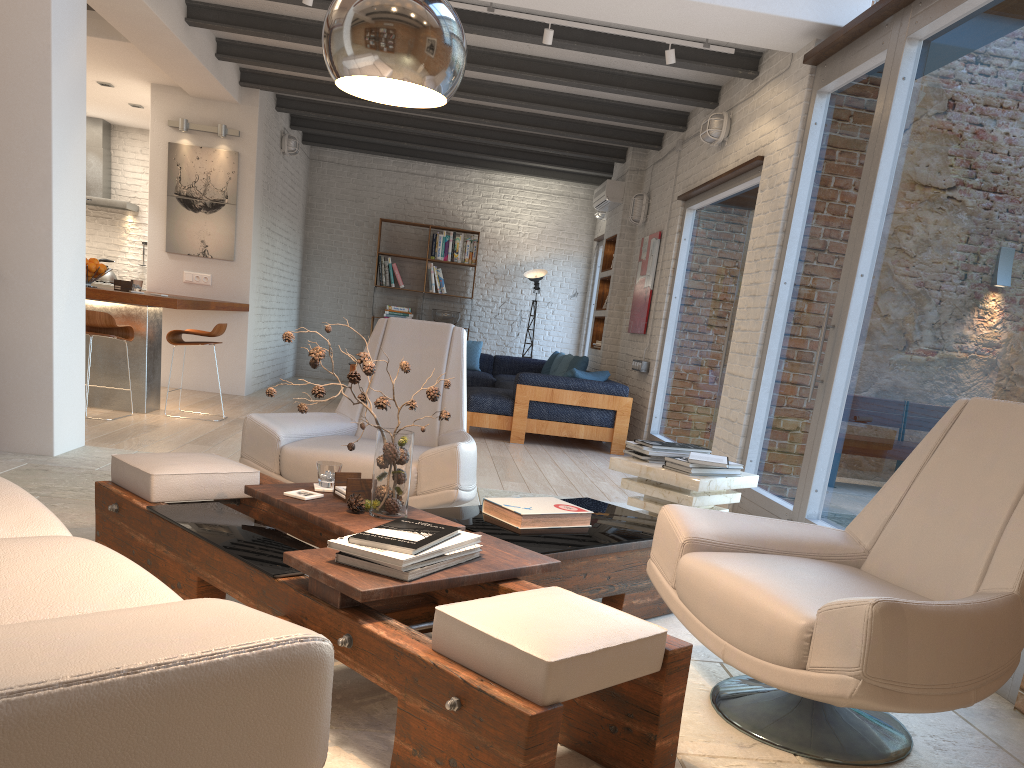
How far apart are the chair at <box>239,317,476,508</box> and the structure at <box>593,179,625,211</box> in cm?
591

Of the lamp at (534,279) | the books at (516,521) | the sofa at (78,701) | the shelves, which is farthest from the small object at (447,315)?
the sofa at (78,701)

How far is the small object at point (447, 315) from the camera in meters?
12.1

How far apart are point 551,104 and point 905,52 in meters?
4.2 m

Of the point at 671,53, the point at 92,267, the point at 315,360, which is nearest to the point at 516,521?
the point at 315,360

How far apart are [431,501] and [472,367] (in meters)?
7.86

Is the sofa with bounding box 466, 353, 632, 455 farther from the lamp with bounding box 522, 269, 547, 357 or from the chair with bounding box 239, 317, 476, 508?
the chair with bounding box 239, 317, 476, 508

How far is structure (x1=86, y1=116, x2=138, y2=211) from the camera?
10.95m

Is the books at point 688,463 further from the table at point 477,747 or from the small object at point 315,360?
the small object at point 315,360

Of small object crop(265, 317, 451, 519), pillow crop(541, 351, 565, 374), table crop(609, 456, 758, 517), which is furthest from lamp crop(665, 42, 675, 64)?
pillow crop(541, 351, 565, 374)
